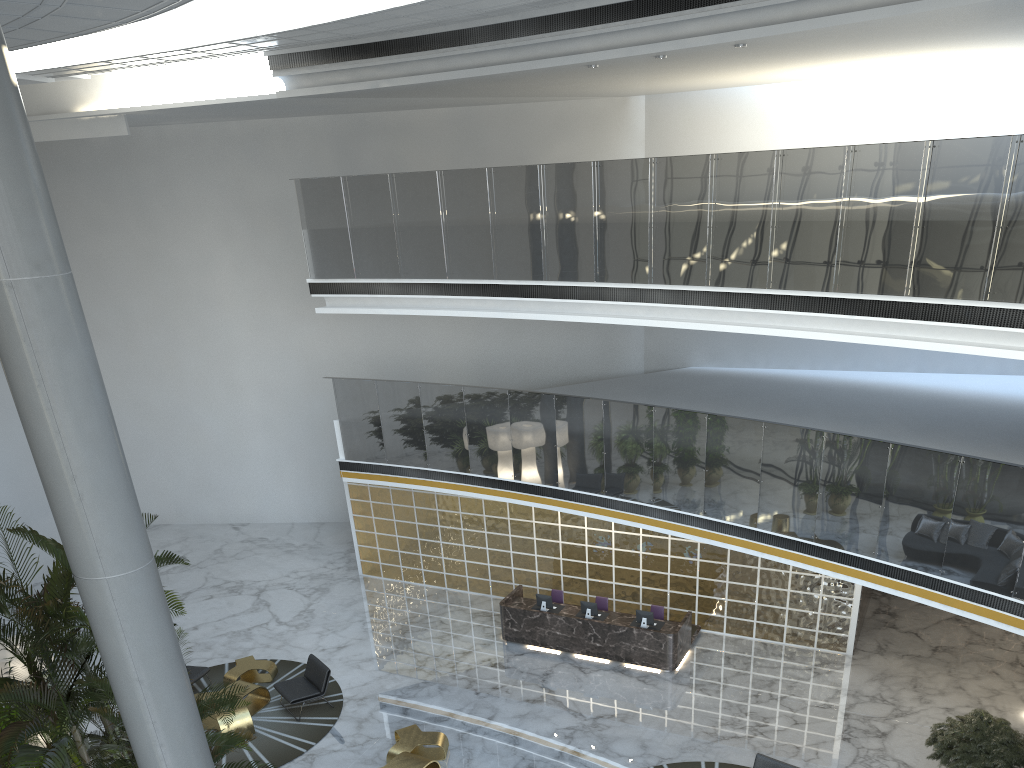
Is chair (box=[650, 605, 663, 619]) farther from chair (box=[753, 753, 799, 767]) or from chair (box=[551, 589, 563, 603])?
chair (box=[753, 753, 799, 767])

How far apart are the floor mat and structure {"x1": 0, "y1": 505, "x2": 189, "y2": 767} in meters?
2.7

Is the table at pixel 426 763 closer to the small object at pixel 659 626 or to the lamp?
the small object at pixel 659 626

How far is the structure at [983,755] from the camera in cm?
882

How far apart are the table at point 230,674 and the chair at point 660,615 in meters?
5.9

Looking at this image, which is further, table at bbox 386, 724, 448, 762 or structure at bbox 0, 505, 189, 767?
table at bbox 386, 724, 448, 762

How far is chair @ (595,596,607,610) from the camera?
13.6m

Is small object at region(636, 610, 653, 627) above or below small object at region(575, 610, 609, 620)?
above

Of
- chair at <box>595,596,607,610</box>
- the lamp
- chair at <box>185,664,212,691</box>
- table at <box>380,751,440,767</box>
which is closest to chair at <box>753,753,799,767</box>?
table at <box>380,751,440,767</box>

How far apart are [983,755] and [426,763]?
6.1 meters
